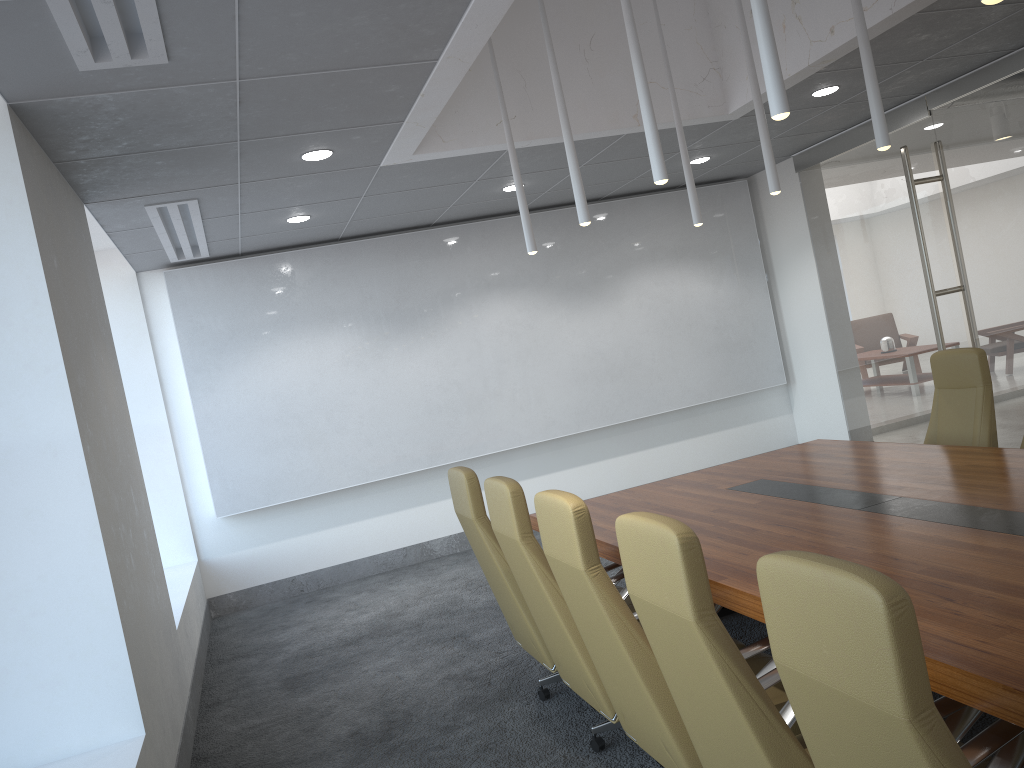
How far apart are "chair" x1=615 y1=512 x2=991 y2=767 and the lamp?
1.67m

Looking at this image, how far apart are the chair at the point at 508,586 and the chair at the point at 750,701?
1.76m

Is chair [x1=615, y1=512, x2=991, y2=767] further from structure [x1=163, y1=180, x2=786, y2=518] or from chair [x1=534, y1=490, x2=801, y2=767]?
structure [x1=163, y1=180, x2=786, y2=518]

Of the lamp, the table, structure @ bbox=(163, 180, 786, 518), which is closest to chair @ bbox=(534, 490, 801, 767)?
the table

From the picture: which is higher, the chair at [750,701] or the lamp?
the lamp

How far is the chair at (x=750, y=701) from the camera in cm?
240

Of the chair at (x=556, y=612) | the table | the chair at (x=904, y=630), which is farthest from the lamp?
the chair at (x=904, y=630)

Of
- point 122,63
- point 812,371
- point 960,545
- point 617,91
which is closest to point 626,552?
point 960,545

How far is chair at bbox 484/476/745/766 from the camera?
3.91m

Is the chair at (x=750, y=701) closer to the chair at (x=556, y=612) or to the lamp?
the chair at (x=556, y=612)
